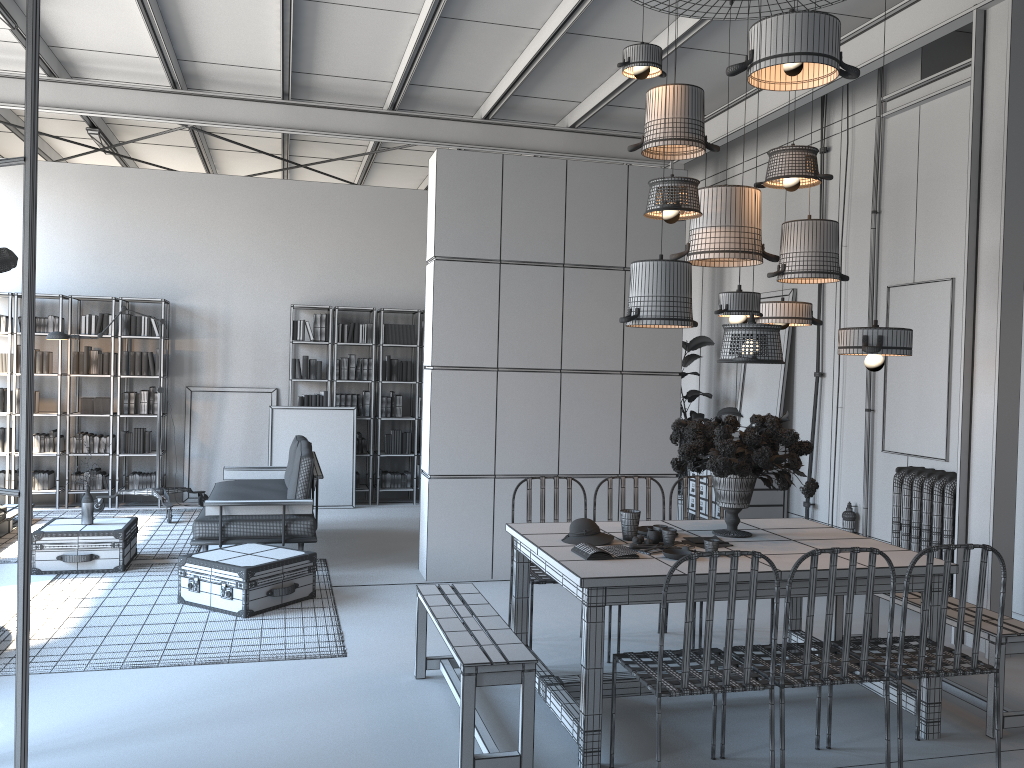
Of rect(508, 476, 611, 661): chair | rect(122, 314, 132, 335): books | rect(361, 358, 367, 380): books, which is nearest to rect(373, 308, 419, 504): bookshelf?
rect(361, 358, 367, 380): books

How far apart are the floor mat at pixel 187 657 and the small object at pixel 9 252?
2.3m

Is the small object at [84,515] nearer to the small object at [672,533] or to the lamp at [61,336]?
the lamp at [61,336]

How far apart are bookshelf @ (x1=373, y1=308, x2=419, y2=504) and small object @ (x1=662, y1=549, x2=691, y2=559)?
6.6 meters

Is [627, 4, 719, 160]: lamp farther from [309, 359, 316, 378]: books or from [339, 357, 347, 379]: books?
[309, 359, 316, 378]: books

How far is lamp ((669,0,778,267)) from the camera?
4.67m

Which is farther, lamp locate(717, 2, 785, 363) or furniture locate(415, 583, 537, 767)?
lamp locate(717, 2, 785, 363)

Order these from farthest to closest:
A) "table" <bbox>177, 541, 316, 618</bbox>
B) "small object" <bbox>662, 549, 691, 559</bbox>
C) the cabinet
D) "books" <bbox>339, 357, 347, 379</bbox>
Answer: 1. "books" <bbox>339, 357, 347, 379</bbox>
2. the cabinet
3. "table" <bbox>177, 541, 316, 618</bbox>
4. "small object" <bbox>662, 549, 691, 559</bbox>

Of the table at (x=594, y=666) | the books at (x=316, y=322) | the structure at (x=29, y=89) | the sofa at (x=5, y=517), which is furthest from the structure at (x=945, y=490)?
the sofa at (x=5, y=517)

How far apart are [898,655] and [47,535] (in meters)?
5.84
